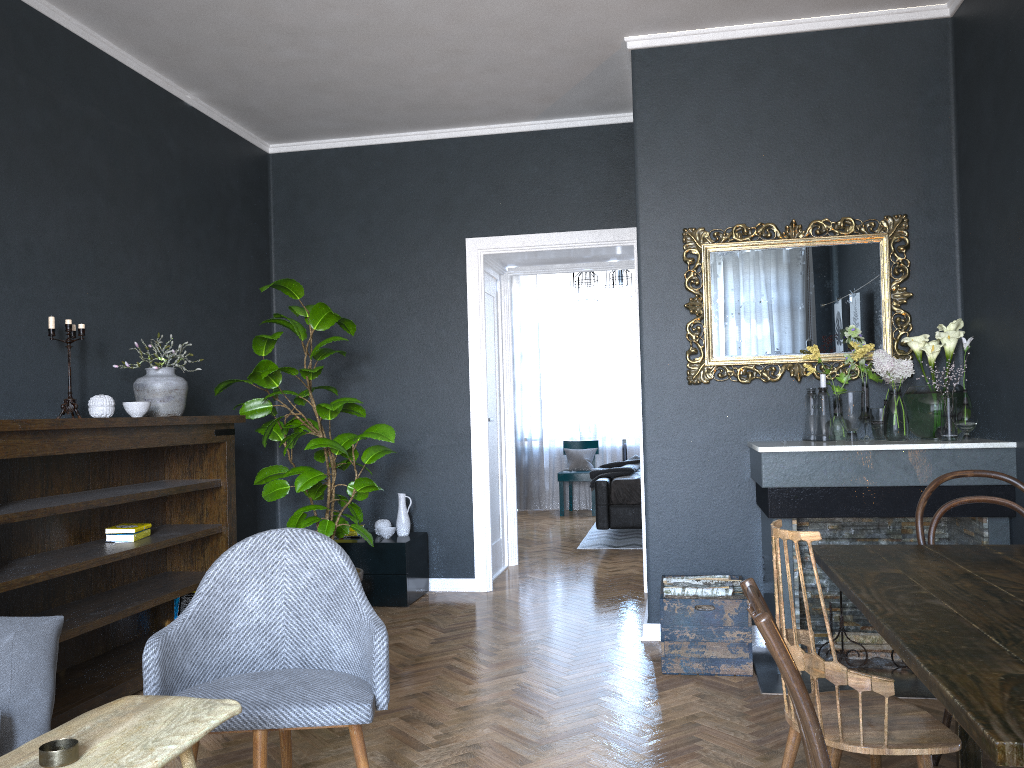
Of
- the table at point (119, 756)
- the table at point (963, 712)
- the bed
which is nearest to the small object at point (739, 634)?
the table at point (963, 712)

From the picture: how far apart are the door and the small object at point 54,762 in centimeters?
442cm

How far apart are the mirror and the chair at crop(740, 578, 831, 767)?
2.7m

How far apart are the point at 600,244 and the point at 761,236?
1.4m

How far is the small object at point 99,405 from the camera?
3.81m

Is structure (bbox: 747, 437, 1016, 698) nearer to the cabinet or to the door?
the cabinet

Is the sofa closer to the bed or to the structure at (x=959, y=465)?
the structure at (x=959, y=465)

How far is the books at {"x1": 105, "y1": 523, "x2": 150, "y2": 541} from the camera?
3.9 meters

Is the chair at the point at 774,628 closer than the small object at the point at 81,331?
Yes

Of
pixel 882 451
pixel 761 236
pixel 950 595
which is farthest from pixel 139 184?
pixel 950 595
